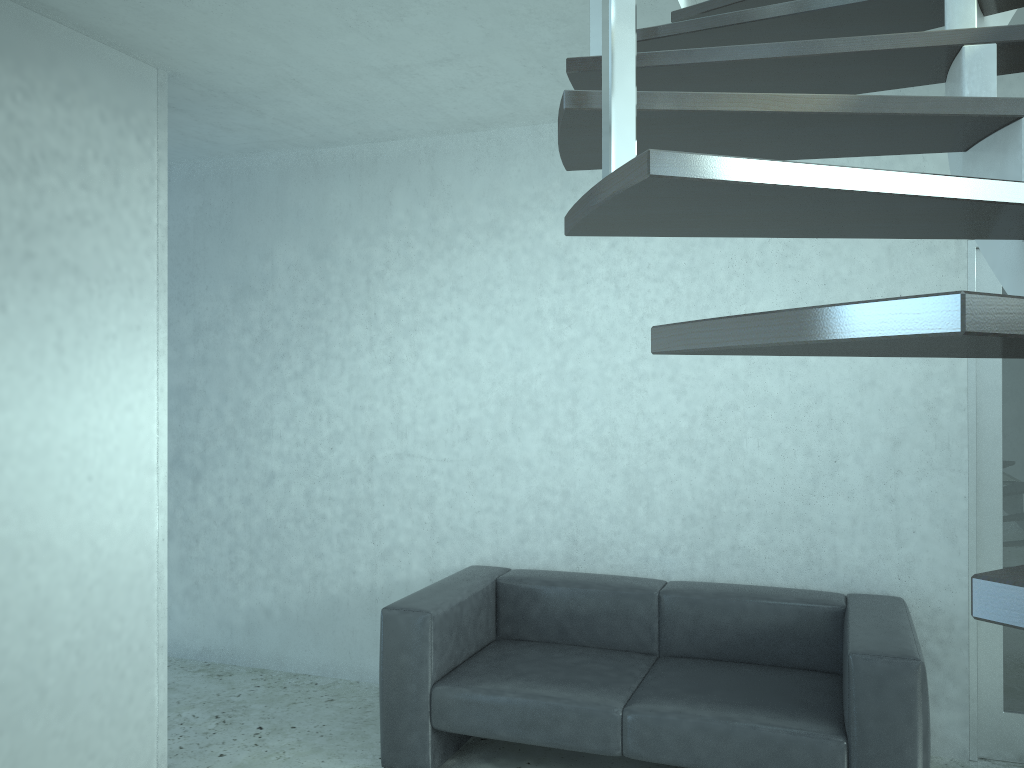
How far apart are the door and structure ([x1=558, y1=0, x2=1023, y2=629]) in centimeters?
91cm

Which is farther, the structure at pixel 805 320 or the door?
the door

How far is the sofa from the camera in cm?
292

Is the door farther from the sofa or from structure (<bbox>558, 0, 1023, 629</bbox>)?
structure (<bbox>558, 0, 1023, 629</bbox>)

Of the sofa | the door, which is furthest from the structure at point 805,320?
the sofa

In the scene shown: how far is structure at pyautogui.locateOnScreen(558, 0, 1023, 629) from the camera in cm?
59

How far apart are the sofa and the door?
0.37m

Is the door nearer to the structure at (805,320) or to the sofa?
the sofa

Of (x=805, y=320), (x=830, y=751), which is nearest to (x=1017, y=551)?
(x=830, y=751)

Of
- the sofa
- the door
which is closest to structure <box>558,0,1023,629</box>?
the door
